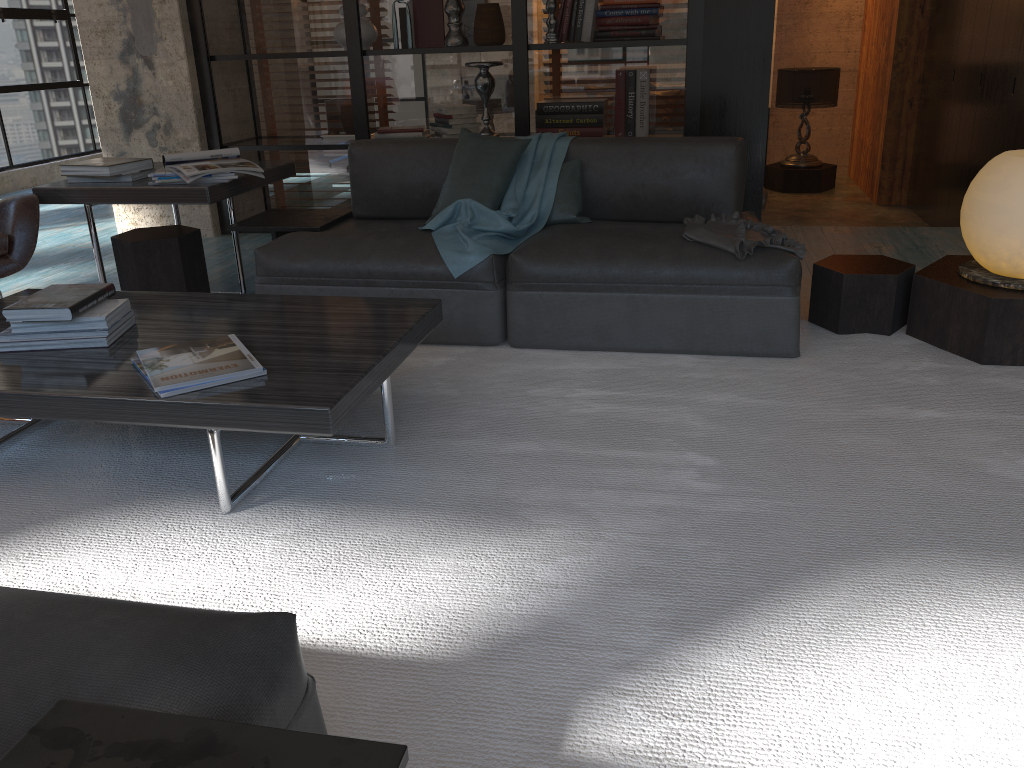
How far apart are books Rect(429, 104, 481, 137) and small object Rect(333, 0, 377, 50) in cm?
59

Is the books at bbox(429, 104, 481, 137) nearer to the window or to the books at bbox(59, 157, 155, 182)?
the books at bbox(59, 157, 155, 182)

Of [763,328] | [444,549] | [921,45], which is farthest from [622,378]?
[921,45]

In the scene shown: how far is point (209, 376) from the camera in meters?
2.1 m

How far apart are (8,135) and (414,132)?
4.54m

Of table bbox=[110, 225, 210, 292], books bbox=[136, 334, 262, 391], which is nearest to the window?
table bbox=[110, 225, 210, 292]

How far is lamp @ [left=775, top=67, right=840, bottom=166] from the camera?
8.5 meters

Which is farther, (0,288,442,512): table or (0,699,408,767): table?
(0,288,442,512): table

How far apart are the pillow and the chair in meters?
1.6

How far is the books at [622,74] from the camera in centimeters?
494cm
